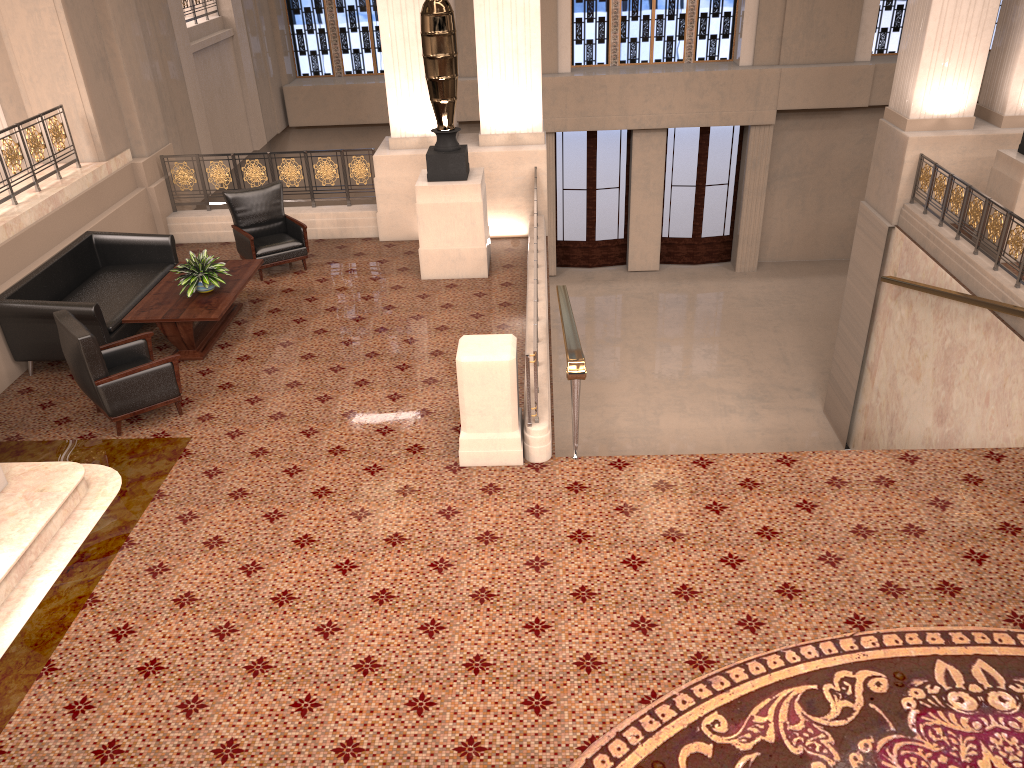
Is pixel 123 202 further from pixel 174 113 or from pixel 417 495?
pixel 417 495

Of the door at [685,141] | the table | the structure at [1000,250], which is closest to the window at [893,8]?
the door at [685,141]

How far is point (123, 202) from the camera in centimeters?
986cm

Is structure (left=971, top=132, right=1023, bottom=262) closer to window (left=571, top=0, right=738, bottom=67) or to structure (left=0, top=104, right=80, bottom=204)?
window (left=571, top=0, right=738, bottom=67)

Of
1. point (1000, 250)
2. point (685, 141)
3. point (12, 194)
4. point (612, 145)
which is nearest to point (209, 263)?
point (12, 194)

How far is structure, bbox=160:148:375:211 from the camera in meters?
10.7

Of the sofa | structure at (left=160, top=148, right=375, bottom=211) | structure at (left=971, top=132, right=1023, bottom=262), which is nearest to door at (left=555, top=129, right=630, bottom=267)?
structure at (left=160, top=148, right=375, bottom=211)

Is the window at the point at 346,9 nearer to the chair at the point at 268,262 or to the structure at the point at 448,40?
the chair at the point at 268,262

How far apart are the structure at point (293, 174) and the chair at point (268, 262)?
1.0m

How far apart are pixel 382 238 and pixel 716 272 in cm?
917
